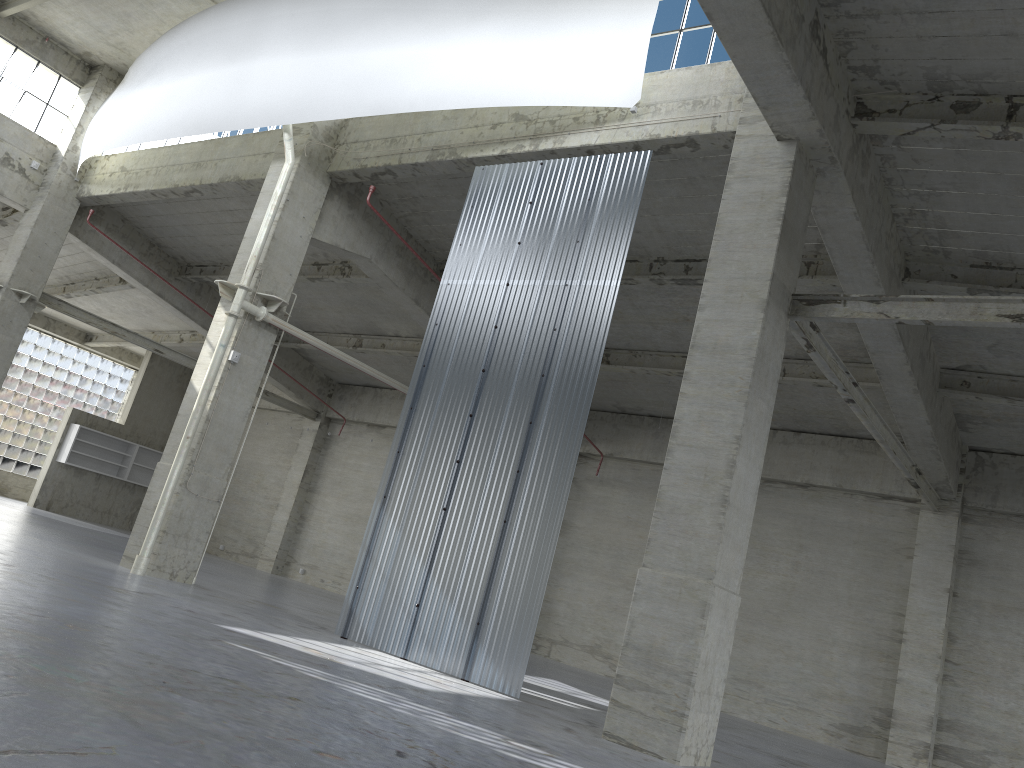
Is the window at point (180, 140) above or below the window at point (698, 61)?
below

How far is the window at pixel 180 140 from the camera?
28.1m

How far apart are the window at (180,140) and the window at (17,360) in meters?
19.5

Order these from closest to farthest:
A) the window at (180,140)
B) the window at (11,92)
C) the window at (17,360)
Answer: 1. the window at (180,140)
2. the window at (11,92)
3. the window at (17,360)

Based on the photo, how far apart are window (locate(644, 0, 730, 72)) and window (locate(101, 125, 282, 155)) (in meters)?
16.50

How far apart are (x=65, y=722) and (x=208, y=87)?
19.79m

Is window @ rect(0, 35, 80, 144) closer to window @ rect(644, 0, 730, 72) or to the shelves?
the shelves

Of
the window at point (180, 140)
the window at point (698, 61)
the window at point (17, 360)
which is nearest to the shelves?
the window at point (17, 360)

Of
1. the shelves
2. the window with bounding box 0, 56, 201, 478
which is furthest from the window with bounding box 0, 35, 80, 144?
the window with bounding box 0, 56, 201, 478

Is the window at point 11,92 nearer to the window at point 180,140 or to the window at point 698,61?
the window at point 180,140
